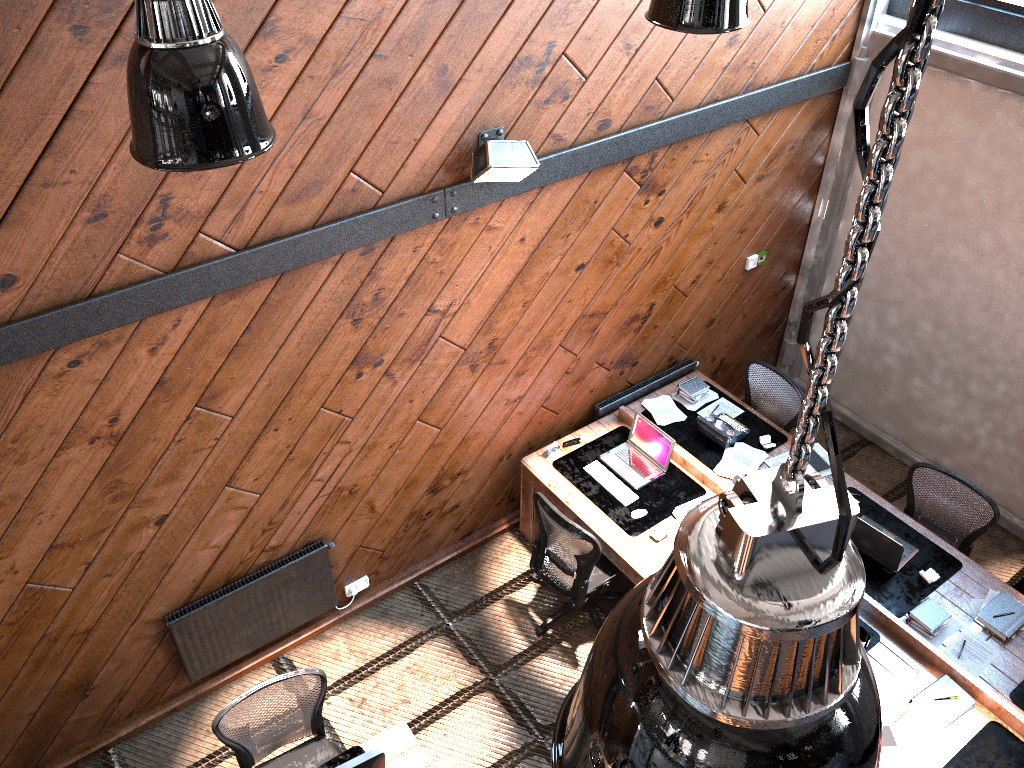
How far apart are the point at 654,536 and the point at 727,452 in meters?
1.0

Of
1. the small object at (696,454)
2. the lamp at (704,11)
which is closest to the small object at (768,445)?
the small object at (696,454)

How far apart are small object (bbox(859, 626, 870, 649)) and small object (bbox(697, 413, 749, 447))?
1.6m

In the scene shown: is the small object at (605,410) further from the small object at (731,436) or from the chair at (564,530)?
the chair at (564,530)

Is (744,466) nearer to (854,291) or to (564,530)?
(564,530)

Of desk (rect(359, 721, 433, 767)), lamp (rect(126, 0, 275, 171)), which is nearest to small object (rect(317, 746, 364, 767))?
desk (rect(359, 721, 433, 767))

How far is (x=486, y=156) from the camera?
4.5m

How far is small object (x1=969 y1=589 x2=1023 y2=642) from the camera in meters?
5.0 m

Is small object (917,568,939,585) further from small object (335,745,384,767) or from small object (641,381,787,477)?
small object (335,745,384,767)

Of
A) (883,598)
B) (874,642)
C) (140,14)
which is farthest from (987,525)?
(140,14)
